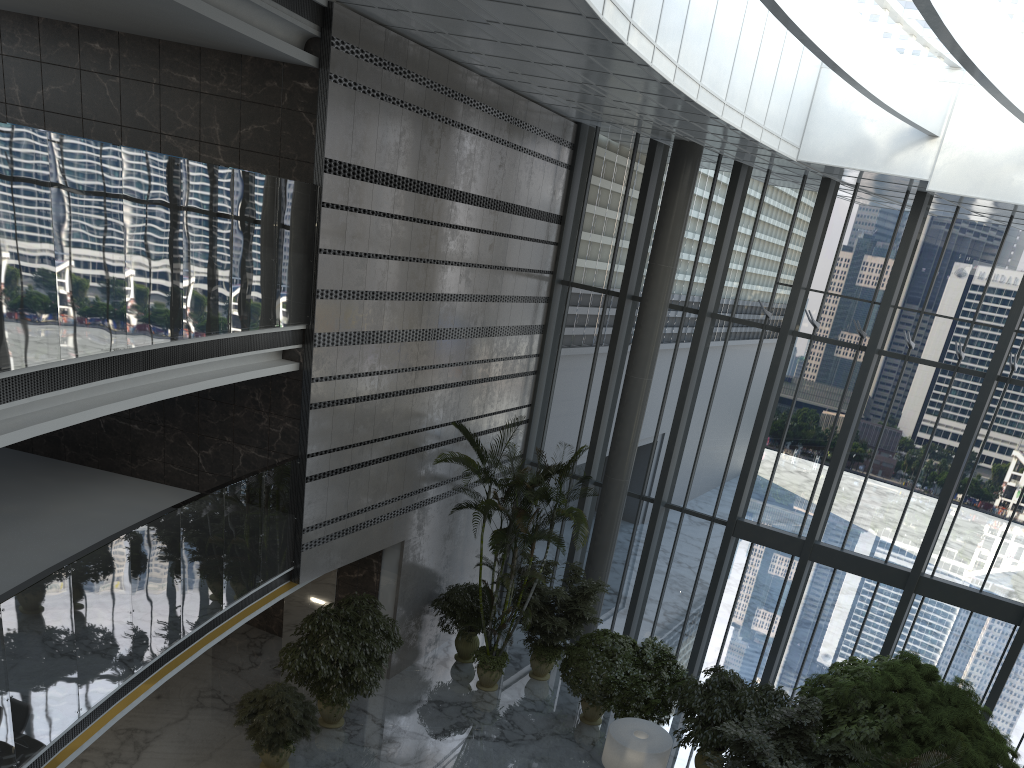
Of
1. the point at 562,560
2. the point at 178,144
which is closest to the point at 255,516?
the point at 178,144

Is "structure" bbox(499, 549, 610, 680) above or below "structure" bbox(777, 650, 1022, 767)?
below

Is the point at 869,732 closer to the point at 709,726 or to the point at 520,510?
the point at 709,726

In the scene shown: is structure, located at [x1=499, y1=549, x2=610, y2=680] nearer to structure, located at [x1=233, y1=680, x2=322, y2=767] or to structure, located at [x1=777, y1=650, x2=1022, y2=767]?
structure, located at [x1=777, y1=650, x2=1022, y2=767]

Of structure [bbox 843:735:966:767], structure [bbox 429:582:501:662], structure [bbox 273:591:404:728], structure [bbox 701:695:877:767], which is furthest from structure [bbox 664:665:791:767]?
structure [bbox 273:591:404:728]

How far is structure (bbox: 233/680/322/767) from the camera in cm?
983

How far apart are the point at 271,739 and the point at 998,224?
12.4 meters

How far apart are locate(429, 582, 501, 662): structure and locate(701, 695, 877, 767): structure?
4.7m

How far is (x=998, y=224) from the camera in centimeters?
1317cm

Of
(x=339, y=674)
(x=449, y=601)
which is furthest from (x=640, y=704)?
(x=339, y=674)
